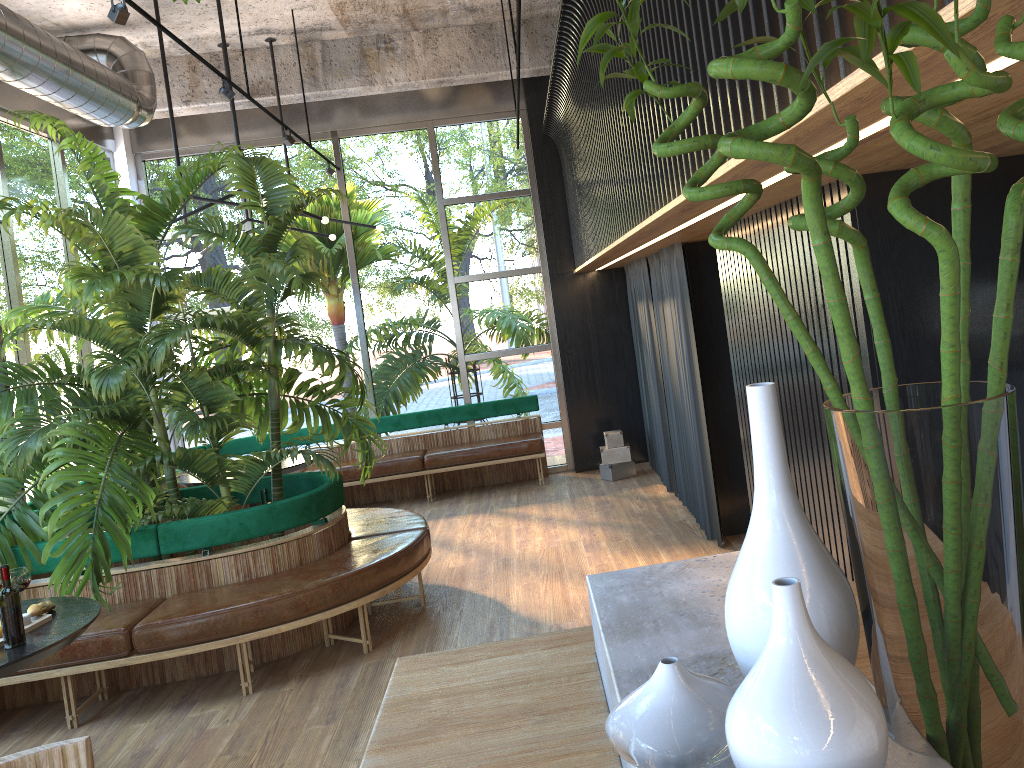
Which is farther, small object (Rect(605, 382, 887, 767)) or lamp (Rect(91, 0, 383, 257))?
lamp (Rect(91, 0, 383, 257))

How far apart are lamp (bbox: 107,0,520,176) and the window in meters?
1.0 m

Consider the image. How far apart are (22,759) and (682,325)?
4.9m

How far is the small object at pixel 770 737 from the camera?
0.8m

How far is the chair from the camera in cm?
145

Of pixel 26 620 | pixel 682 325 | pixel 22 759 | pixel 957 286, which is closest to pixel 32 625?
pixel 26 620

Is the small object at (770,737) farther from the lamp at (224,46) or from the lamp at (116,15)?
the lamp at (224,46)

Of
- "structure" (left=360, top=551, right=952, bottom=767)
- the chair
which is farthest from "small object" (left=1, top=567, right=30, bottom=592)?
"structure" (left=360, top=551, right=952, bottom=767)

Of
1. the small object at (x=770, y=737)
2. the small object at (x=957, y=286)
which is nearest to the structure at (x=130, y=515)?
the small object at (x=957, y=286)

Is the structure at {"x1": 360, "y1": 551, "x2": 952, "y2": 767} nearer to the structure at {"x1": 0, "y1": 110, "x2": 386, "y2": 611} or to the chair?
the chair
